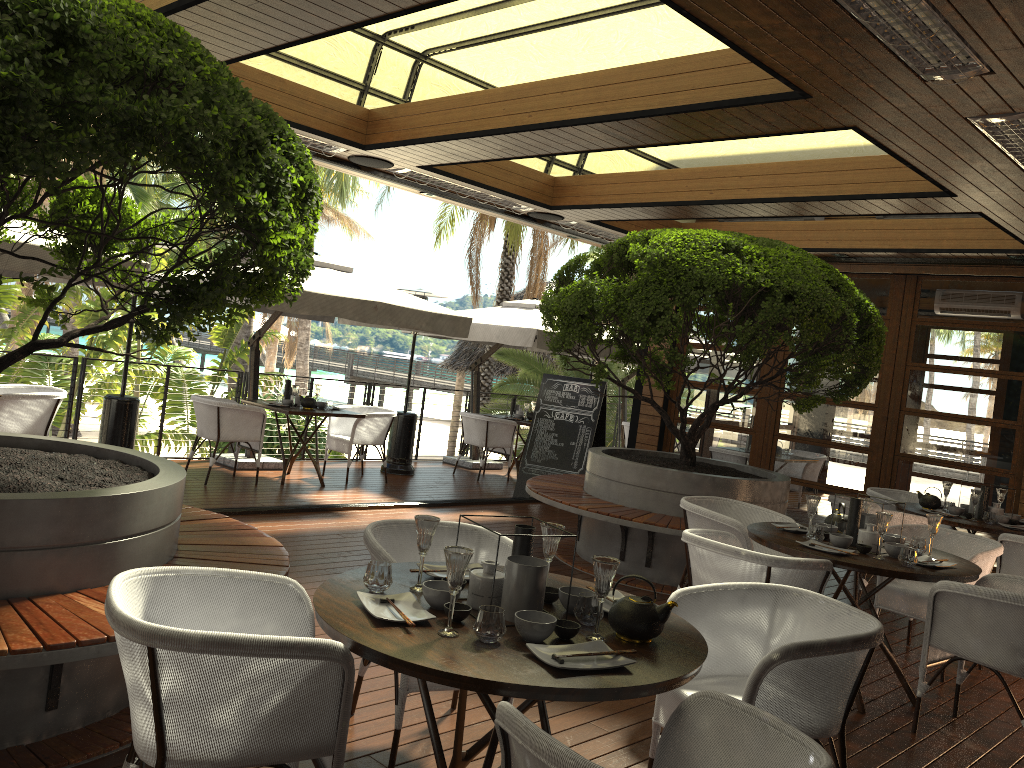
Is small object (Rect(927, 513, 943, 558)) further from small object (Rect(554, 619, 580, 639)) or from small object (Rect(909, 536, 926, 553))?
small object (Rect(554, 619, 580, 639))

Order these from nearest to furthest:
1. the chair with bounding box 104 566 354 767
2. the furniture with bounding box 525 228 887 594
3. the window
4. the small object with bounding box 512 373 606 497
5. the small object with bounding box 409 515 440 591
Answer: the chair with bounding box 104 566 354 767 < the small object with bounding box 409 515 440 591 < the furniture with bounding box 525 228 887 594 < the window < the small object with bounding box 512 373 606 497

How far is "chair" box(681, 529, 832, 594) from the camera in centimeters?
399cm

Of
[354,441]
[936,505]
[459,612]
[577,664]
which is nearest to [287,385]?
[354,441]

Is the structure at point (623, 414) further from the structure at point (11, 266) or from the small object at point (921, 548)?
the small object at point (921, 548)

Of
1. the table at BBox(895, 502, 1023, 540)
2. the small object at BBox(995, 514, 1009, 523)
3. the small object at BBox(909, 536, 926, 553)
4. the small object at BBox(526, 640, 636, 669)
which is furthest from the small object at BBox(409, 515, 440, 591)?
the small object at BBox(995, 514, 1009, 523)

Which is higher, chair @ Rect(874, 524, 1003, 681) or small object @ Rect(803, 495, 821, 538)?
small object @ Rect(803, 495, 821, 538)

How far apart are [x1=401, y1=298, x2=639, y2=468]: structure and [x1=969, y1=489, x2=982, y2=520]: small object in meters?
4.7

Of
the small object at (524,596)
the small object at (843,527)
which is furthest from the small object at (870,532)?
the small object at (524,596)

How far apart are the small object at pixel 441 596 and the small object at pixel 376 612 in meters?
0.0
